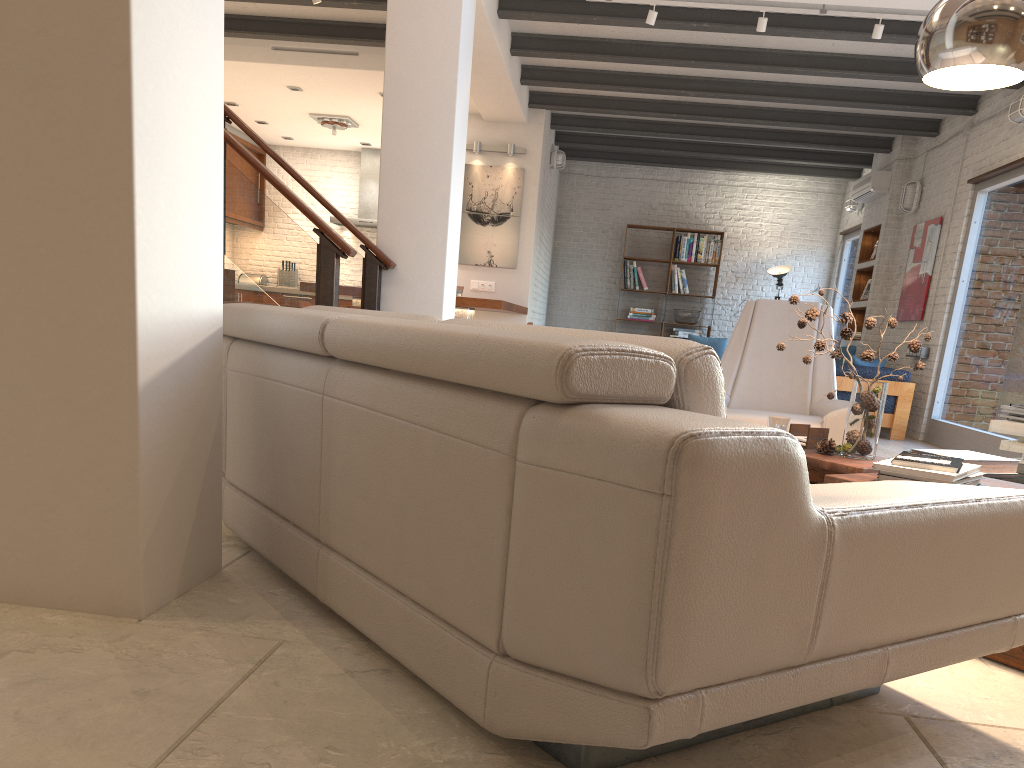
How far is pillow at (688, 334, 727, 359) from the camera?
11.7 meters

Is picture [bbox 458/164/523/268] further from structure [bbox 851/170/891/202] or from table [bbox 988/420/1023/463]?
table [bbox 988/420/1023/463]

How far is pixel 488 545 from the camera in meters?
1.5 m

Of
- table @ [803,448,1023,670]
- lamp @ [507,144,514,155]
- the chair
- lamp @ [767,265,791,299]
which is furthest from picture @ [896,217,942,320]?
table @ [803,448,1023,670]

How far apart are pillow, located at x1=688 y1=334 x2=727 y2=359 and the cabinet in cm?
661

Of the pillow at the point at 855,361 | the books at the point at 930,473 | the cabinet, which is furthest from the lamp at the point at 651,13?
the cabinet

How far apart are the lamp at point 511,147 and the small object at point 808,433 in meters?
6.8

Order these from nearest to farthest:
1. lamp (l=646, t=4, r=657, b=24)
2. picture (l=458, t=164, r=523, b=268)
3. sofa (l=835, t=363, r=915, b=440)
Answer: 1. lamp (l=646, t=4, r=657, b=24)
2. sofa (l=835, t=363, r=915, b=440)
3. picture (l=458, t=164, r=523, b=268)

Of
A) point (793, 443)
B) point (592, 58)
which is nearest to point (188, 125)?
point (793, 443)

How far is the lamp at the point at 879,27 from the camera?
6.0 meters
